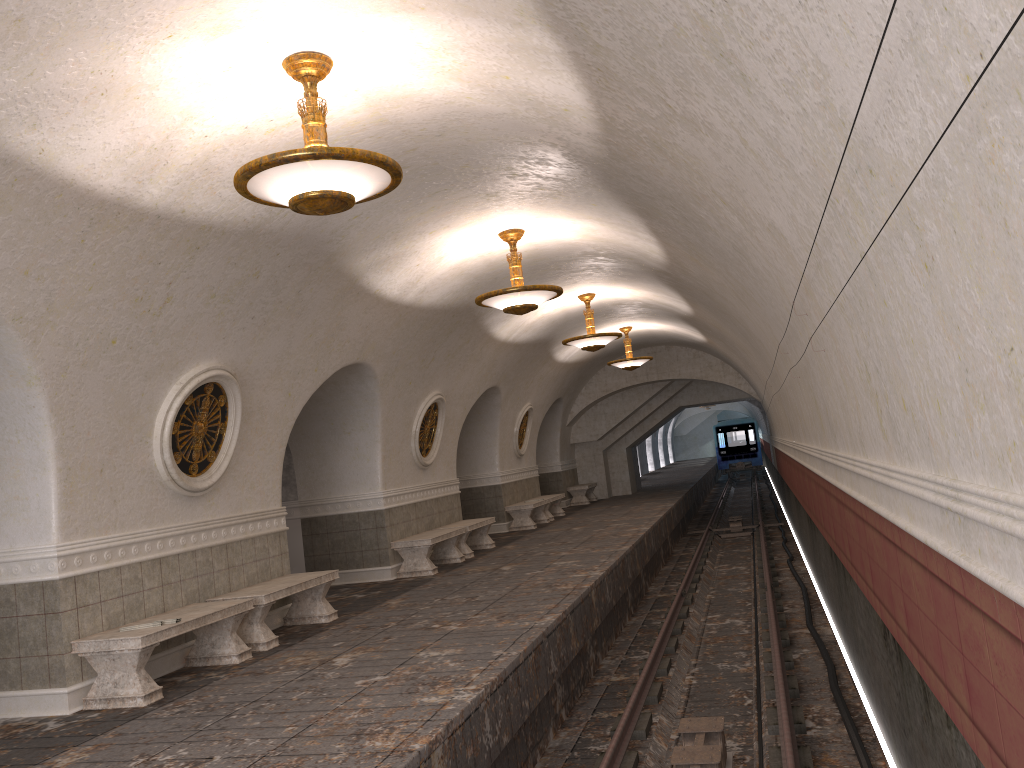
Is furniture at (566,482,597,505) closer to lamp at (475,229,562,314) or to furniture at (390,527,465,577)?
furniture at (390,527,465,577)

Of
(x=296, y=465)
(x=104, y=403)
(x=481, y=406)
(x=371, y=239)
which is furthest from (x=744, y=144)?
(x=481, y=406)

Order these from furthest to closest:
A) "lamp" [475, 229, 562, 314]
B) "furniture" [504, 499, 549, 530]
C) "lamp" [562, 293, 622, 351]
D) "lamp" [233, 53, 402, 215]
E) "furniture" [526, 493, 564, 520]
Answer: Answer: "furniture" [526, 493, 564, 520], "furniture" [504, 499, 549, 530], "lamp" [562, 293, 622, 351], "lamp" [475, 229, 562, 314], "lamp" [233, 53, 402, 215]

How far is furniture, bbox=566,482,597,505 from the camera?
24.1 meters

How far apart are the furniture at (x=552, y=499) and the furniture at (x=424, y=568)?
6.36m

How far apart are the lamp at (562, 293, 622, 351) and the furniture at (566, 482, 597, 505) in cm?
1006

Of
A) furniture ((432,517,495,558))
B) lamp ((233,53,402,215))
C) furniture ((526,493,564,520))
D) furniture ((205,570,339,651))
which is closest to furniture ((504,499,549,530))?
furniture ((526,493,564,520))

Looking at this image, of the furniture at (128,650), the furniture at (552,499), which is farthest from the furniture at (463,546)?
the furniture at (128,650)

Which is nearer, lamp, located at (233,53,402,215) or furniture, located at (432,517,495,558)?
lamp, located at (233,53,402,215)

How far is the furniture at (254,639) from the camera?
8.1 meters
